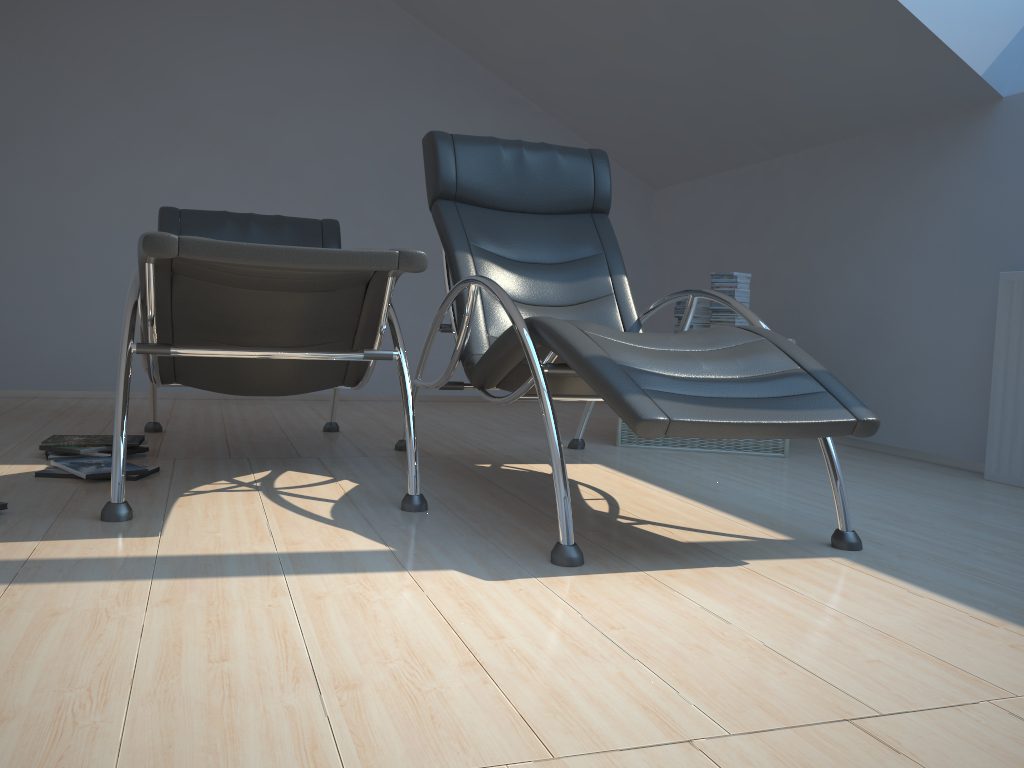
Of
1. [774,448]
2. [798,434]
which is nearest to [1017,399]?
[774,448]

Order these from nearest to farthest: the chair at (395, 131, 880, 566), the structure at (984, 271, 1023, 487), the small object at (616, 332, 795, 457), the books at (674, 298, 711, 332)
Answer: the chair at (395, 131, 880, 566) → the structure at (984, 271, 1023, 487) → the small object at (616, 332, 795, 457) → the books at (674, 298, 711, 332)

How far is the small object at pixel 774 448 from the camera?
3.8 meters

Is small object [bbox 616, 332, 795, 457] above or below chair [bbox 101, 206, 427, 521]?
below

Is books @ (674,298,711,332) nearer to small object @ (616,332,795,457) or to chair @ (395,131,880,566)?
small object @ (616,332,795,457)

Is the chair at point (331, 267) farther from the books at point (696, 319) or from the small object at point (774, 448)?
the books at point (696, 319)

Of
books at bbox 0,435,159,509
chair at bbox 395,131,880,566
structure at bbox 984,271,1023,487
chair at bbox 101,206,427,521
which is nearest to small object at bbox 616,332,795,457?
chair at bbox 395,131,880,566

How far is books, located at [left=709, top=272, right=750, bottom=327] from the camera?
3.98m

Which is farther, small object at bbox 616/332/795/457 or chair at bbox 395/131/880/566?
small object at bbox 616/332/795/457

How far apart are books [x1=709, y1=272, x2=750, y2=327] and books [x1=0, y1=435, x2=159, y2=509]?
2.5 meters
